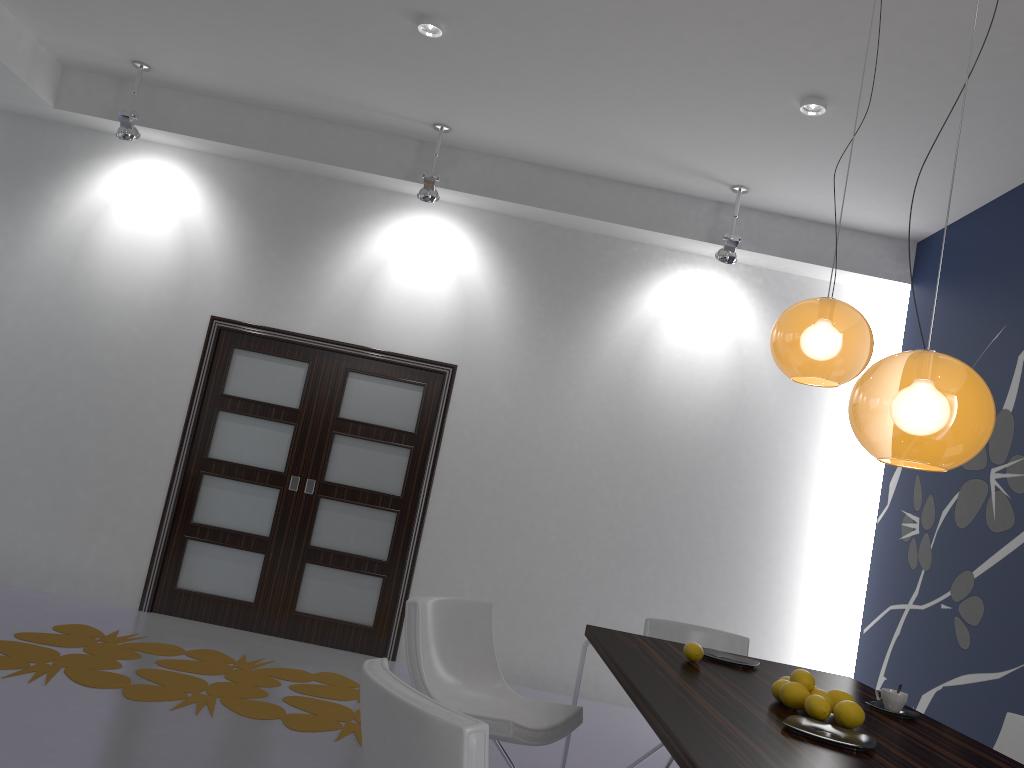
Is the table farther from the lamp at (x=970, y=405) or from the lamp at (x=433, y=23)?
the lamp at (x=433, y=23)

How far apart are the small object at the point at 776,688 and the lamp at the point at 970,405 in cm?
79

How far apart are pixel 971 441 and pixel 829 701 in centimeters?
92cm

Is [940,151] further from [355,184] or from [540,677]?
[540,677]

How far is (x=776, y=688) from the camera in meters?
2.7 m

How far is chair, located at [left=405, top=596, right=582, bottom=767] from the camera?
3.1 meters

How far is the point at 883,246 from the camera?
6.1 meters

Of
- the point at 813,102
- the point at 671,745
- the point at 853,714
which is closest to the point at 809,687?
the point at 853,714

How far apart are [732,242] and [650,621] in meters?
2.7 m

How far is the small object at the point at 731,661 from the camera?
3.3m
